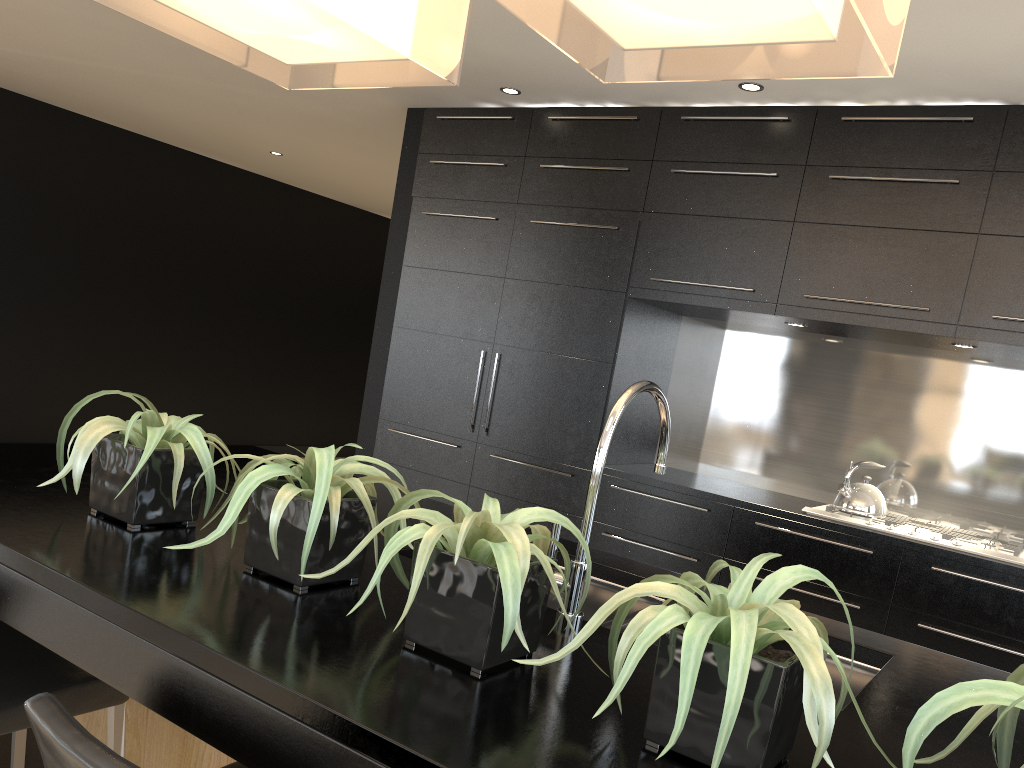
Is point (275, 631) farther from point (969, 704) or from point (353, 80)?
point (353, 80)

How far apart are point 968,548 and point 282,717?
3.22m

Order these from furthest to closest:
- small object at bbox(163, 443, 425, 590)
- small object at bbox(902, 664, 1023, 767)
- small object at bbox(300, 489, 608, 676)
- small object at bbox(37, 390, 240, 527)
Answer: small object at bbox(37, 390, 240, 527)
small object at bbox(163, 443, 425, 590)
small object at bbox(300, 489, 608, 676)
small object at bbox(902, 664, 1023, 767)

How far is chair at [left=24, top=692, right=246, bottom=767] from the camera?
1.0 meters

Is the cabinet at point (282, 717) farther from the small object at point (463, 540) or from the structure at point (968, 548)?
the structure at point (968, 548)

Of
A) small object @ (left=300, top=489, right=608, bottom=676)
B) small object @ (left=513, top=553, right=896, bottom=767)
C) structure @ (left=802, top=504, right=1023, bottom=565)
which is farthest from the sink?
structure @ (left=802, top=504, right=1023, bottom=565)

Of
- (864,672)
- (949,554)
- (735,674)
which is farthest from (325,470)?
(949,554)

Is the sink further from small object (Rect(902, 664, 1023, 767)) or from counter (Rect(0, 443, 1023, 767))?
small object (Rect(902, 664, 1023, 767))

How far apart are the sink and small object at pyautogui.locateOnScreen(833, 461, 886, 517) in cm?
221

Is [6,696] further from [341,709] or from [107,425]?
[341,709]
